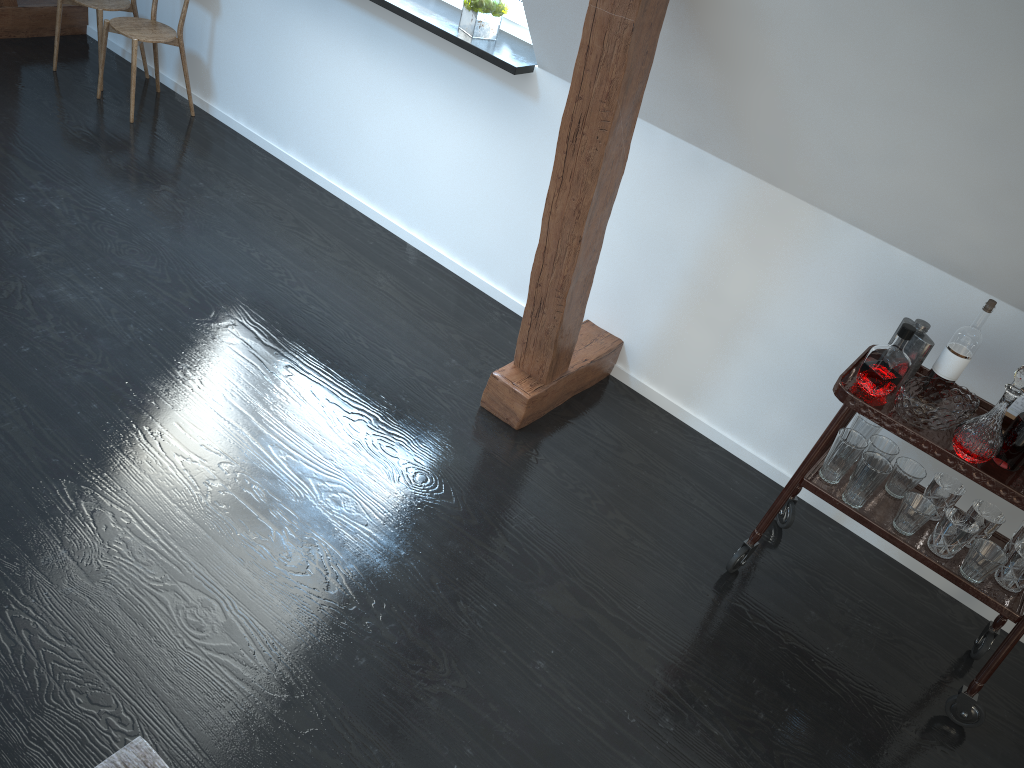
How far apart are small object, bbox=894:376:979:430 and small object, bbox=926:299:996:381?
0.0 meters

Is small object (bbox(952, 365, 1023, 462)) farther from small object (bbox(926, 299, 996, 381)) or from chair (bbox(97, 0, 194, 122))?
chair (bbox(97, 0, 194, 122))

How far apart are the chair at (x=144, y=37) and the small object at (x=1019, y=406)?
3.75m

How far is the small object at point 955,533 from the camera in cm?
237

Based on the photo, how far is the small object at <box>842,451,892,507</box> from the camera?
2.4m

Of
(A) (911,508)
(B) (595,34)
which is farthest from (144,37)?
(A) (911,508)

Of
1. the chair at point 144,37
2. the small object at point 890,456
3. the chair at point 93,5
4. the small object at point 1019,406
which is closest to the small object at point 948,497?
the small object at point 890,456

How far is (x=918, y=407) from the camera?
2.3m

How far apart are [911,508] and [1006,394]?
0.4m

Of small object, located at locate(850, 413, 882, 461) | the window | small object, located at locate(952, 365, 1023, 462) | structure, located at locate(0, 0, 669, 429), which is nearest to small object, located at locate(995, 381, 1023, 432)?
small object, located at locate(952, 365, 1023, 462)
